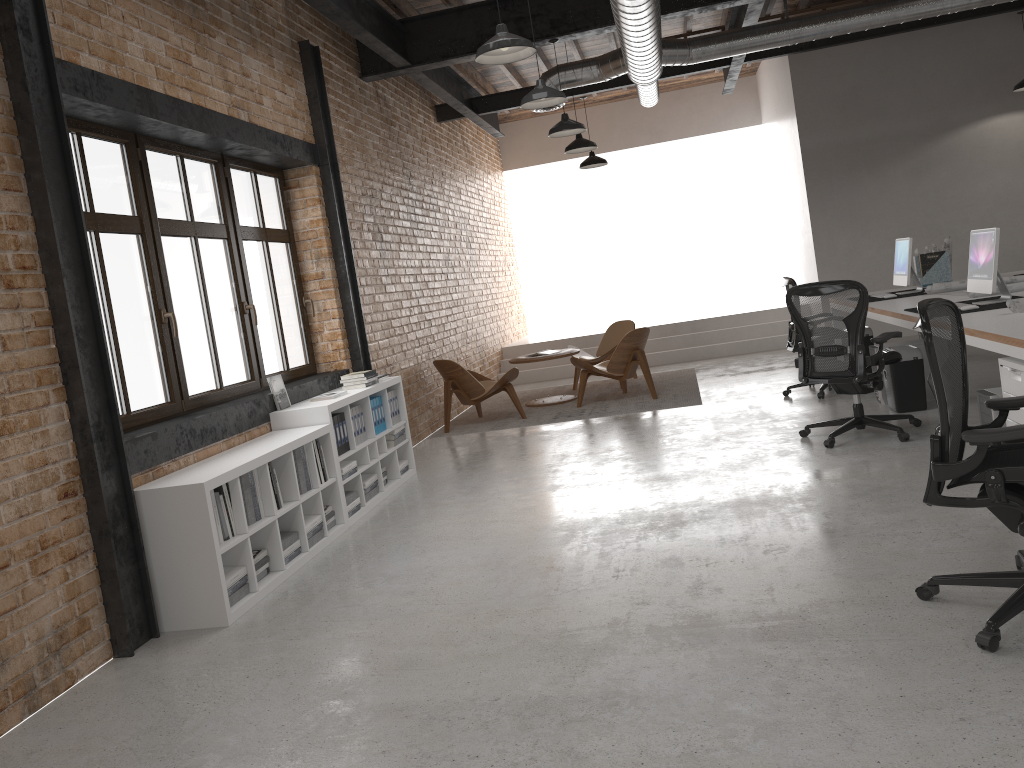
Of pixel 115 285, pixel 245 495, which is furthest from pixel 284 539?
pixel 115 285

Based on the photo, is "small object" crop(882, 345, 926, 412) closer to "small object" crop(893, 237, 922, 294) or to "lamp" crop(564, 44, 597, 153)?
"small object" crop(893, 237, 922, 294)

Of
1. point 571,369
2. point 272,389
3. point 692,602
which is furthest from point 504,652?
point 571,369

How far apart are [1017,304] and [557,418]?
4.6 meters

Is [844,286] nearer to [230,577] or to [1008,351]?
[1008,351]

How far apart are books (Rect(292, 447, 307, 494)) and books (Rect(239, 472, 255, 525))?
0.6 meters

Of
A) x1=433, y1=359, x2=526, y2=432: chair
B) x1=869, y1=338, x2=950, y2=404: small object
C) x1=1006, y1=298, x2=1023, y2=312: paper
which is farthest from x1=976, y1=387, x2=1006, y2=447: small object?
x1=433, y1=359, x2=526, y2=432: chair

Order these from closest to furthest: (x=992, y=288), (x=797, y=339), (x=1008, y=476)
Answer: (x=1008, y=476), (x=992, y=288), (x=797, y=339)

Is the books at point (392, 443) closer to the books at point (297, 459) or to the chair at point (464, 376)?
the books at point (297, 459)

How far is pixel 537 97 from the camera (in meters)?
6.46
